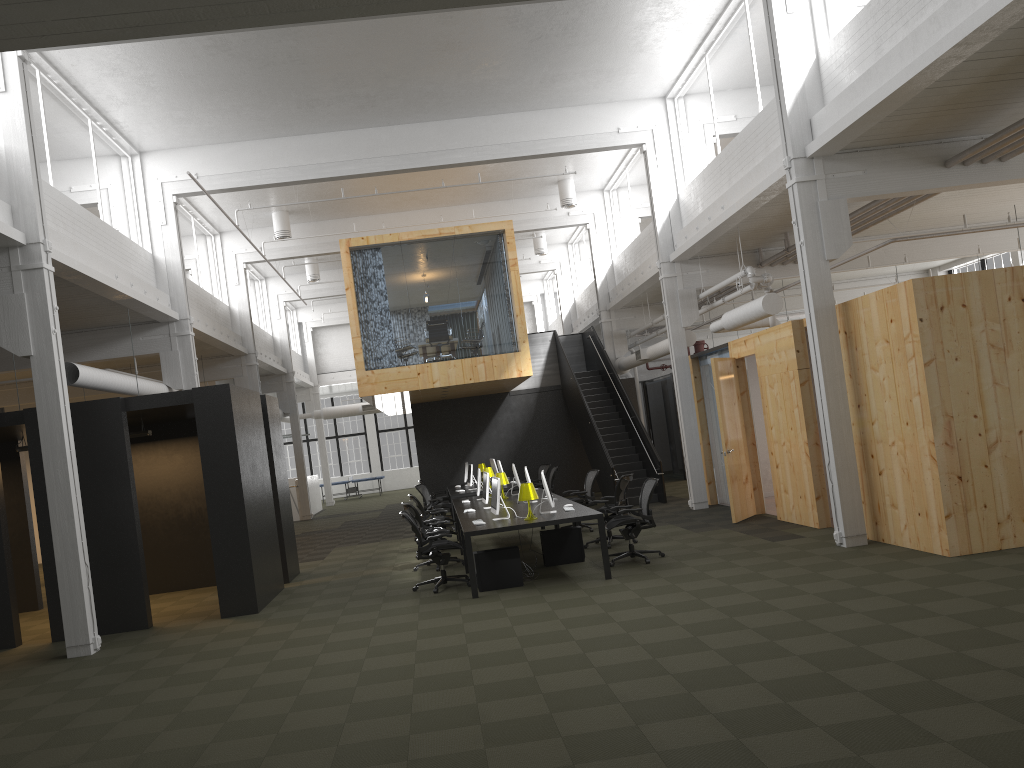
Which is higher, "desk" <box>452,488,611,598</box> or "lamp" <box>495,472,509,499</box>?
"lamp" <box>495,472,509,499</box>

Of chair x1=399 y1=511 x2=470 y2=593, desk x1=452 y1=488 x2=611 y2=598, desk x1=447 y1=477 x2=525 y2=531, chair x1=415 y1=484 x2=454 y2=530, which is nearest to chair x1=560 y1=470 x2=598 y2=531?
desk x1=452 y1=488 x2=611 y2=598

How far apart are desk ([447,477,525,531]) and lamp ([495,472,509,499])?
3.2 meters

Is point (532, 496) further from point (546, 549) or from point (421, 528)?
point (421, 528)

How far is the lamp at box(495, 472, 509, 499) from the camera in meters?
14.3

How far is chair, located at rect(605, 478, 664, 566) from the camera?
10.9 meters

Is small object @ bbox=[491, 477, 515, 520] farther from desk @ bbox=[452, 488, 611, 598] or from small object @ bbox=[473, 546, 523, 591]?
small object @ bbox=[473, 546, 523, 591]

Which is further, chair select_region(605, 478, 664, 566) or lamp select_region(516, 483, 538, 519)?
chair select_region(605, 478, 664, 566)

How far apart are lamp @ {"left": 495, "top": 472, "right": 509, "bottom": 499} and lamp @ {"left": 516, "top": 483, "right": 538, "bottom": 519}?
3.9m

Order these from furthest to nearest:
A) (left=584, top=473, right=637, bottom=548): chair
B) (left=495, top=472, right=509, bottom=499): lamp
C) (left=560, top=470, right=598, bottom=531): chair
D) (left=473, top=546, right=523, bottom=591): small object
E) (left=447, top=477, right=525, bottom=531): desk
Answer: (left=447, top=477, right=525, bottom=531): desk → (left=560, top=470, right=598, bottom=531): chair → (left=495, top=472, right=509, bottom=499): lamp → (left=584, top=473, right=637, bottom=548): chair → (left=473, top=546, right=523, bottom=591): small object
